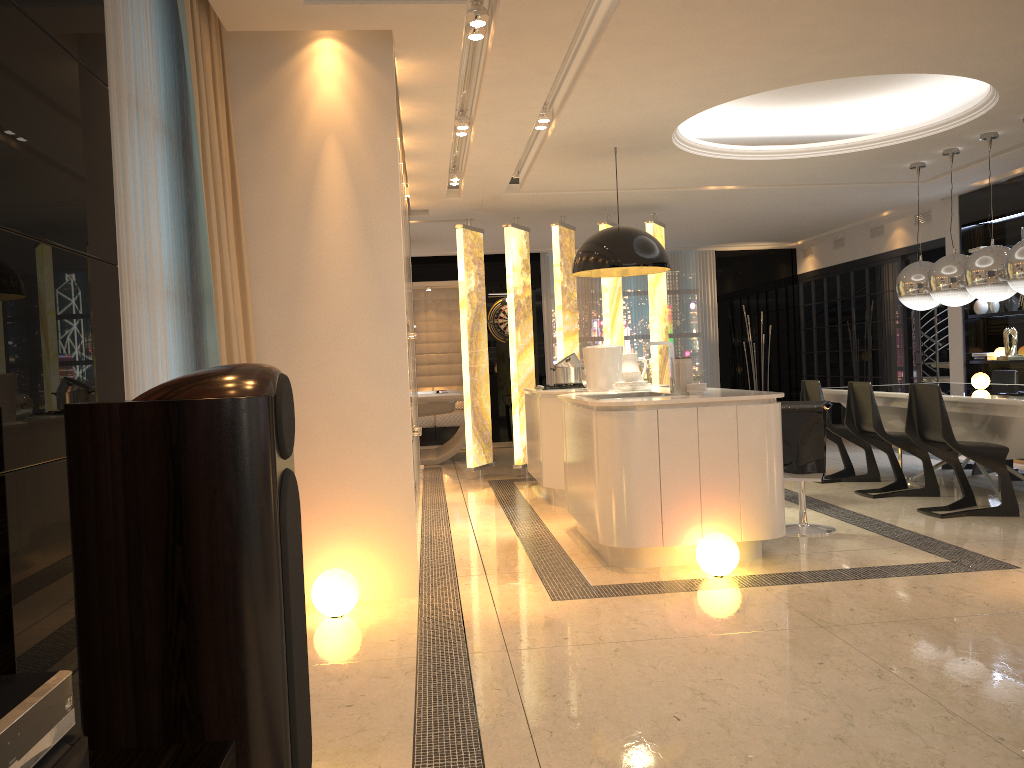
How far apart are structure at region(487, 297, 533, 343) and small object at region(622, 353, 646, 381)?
6.3 meters

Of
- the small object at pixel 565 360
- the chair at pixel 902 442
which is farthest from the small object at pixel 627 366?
the chair at pixel 902 442

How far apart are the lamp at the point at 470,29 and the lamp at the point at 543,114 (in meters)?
1.53

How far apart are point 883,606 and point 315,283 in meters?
2.9 m

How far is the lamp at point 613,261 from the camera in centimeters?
605cm

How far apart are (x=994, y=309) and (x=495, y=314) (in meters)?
6.32

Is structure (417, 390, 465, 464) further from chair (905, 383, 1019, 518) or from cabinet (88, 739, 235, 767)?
cabinet (88, 739, 235, 767)

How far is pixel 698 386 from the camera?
4.9m

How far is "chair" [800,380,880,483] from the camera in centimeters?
725cm

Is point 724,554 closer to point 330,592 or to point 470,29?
point 330,592
